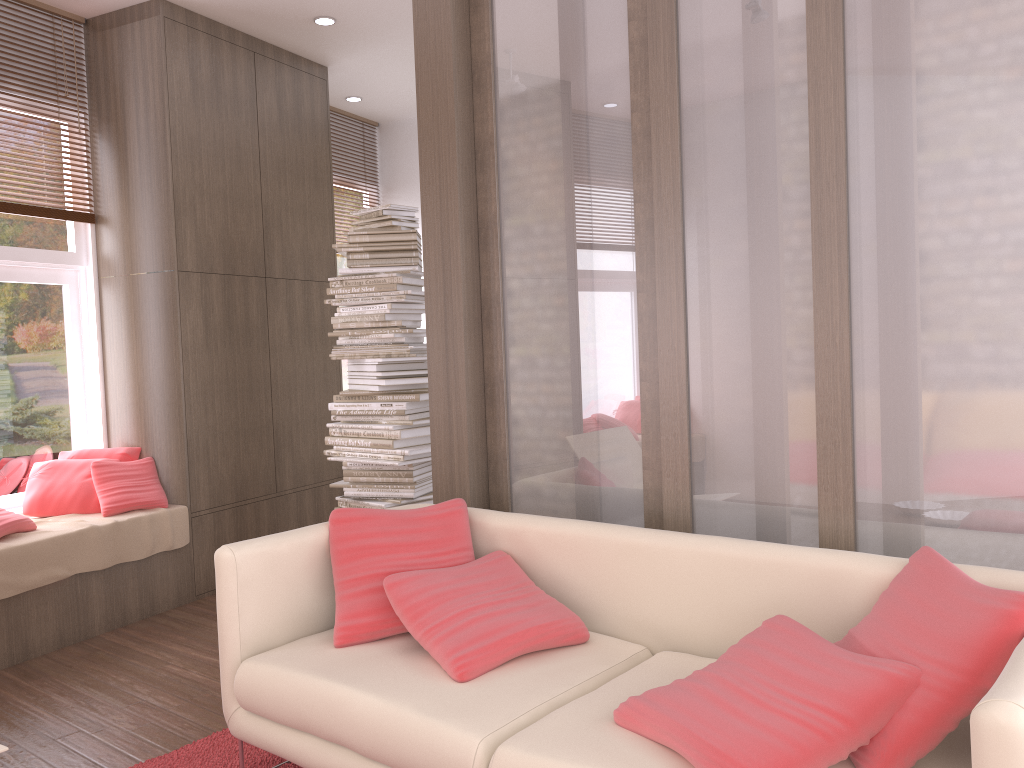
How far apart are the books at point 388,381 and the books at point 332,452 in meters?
0.6 m

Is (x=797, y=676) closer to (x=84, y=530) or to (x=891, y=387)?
(x=891, y=387)

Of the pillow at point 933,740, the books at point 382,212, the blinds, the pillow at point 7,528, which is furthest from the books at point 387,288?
the pillow at point 933,740

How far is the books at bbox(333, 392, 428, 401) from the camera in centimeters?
443cm

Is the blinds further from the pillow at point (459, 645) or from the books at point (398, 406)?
the pillow at point (459, 645)

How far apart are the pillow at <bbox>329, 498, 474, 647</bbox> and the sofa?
0.0m

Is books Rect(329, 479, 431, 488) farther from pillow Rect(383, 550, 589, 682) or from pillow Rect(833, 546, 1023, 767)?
pillow Rect(833, 546, 1023, 767)

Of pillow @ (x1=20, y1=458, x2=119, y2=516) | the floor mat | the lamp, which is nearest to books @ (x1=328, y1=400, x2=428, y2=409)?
pillow @ (x1=20, y1=458, x2=119, y2=516)

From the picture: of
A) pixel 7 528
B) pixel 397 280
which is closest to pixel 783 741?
pixel 397 280

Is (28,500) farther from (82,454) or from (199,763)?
(199,763)
